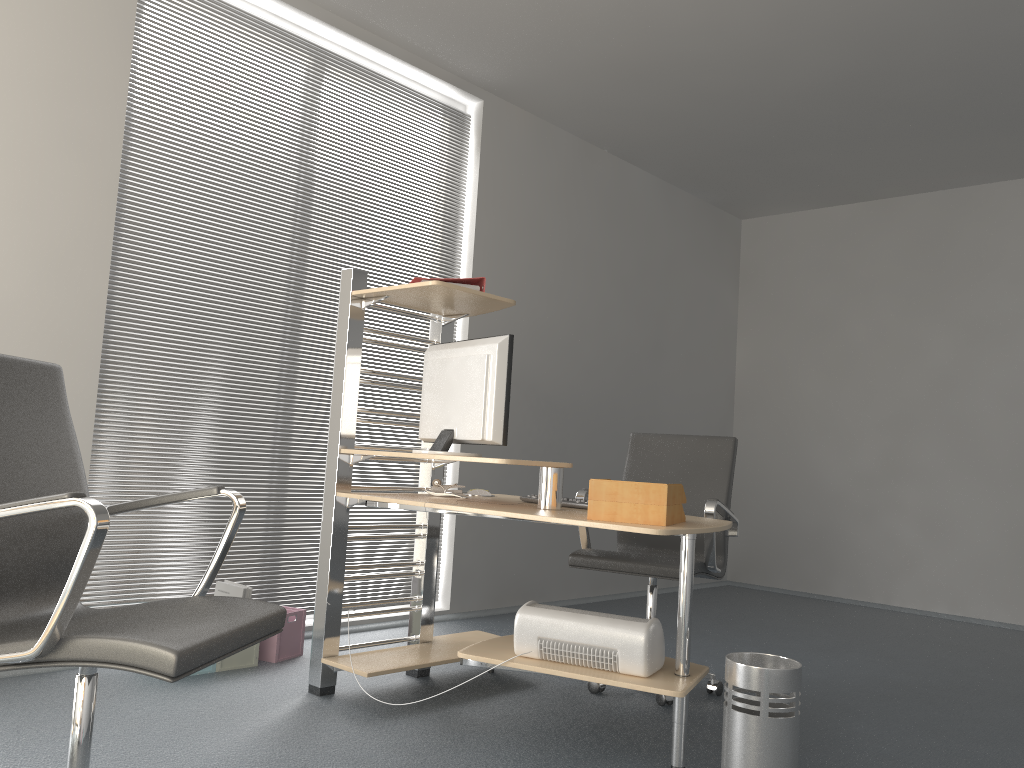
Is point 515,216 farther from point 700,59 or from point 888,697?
point 888,697

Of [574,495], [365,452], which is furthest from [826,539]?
[365,452]

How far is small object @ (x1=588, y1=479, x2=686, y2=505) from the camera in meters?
2.5 m

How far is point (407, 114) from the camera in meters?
4.7

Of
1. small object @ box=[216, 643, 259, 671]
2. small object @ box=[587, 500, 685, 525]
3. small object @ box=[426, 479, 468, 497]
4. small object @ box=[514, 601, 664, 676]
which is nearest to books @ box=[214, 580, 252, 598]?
small object @ box=[216, 643, 259, 671]

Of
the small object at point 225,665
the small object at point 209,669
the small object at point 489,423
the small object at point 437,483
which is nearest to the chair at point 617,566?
the small object at point 437,483

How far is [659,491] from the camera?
2.46m

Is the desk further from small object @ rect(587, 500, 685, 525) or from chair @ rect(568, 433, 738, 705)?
chair @ rect(568, 433, 738, 705)

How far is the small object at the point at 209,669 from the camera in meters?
3.4 m

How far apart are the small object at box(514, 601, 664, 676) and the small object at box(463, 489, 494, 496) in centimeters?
86cm
